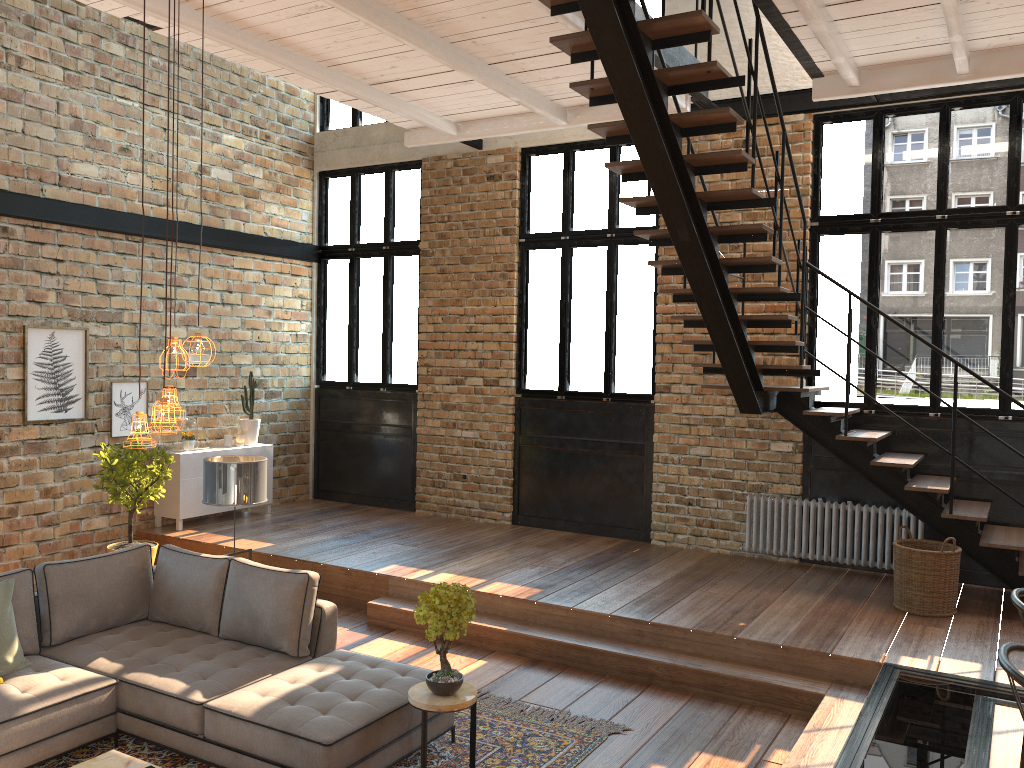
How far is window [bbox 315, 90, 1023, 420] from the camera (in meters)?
7.51

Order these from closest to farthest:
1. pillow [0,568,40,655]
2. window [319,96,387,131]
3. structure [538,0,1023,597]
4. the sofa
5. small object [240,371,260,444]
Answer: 1. the sofa
2. structure [538,0,1023,597]
3. pillow [0,568,40,655]
4. small object [240,371,260,444]
5. window [319,96,387,131]

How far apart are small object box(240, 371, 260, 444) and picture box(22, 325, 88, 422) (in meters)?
1.82

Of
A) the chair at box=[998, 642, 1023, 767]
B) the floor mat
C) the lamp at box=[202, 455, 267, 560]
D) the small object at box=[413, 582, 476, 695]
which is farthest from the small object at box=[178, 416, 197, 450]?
the chair at box=[998, 642, 1023, 767]

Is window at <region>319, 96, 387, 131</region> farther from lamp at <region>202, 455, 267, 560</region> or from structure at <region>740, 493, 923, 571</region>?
structure at <region>740, 493, 923, 571</region>

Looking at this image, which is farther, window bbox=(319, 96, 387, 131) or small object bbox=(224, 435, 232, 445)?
window bbox=(319, 96, 387, 131)

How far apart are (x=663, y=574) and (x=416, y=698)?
3.7m

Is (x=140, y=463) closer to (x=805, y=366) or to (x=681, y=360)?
(x=681, y=360)

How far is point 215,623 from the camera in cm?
546

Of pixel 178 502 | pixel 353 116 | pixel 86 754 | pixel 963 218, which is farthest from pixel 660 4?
pixel 86 754
